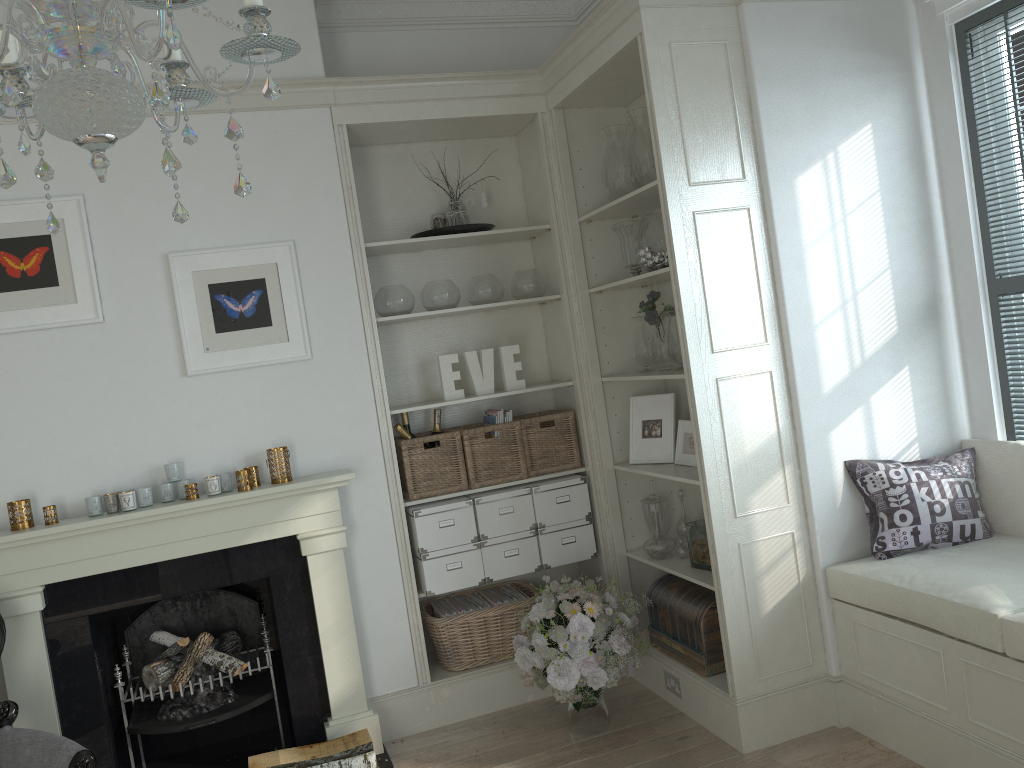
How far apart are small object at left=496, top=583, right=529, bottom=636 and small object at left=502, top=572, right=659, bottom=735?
0.3 meters

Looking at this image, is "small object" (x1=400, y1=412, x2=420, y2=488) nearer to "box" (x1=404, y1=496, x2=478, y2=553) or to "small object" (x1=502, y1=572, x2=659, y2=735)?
"box" (x1=404, y1=496, x2=478, y2=553)

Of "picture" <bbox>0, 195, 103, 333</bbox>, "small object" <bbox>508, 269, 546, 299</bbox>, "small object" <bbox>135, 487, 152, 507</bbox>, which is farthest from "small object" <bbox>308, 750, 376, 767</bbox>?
"small object" <bbox>508, 269, 546, 299</bbox>

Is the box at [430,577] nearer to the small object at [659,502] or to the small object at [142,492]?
the small object at [659,502]

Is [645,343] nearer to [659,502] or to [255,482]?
[659,502]

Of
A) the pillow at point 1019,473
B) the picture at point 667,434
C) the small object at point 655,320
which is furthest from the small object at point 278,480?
the pillow at point 1019,473

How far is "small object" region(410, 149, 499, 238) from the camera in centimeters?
395cm

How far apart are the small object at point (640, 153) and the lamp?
2.3m

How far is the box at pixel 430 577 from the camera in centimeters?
383cm

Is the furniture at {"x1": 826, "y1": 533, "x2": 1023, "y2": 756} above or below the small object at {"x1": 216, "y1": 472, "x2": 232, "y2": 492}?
below
